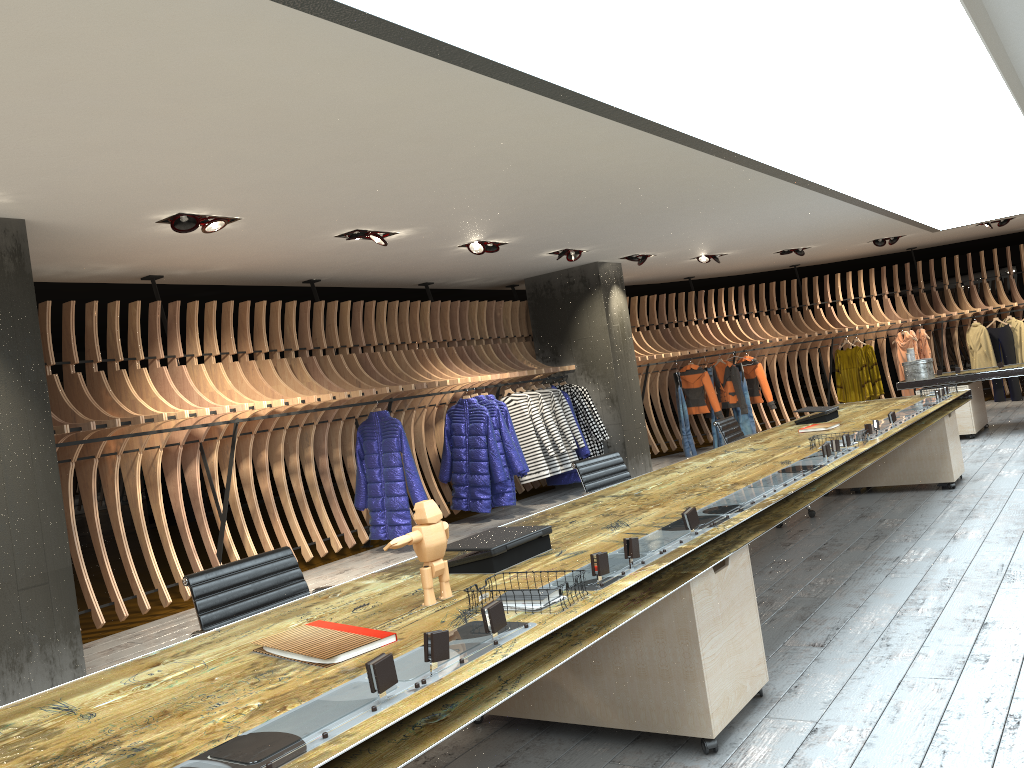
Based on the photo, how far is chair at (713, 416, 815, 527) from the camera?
7.1 meters

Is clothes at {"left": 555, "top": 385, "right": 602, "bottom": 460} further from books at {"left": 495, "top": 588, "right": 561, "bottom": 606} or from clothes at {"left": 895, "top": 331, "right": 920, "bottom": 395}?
books at {"left": 495, "top": 588, "right": 561, "bottom": 606}

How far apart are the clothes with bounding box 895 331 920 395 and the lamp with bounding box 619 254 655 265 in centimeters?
583cm

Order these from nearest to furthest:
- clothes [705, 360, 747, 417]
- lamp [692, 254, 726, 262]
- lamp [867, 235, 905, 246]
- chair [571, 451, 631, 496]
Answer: chair [571, 451, 631, 496] → lamp [692, 254, 726, 262] → lamp [867, 235, 905, 246] → clothes [705, 360, 747, 417]

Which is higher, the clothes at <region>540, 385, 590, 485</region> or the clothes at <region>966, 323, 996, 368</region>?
the clothes at <region>966, 323, 996, 368</region>

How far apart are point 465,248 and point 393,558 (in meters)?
3.02

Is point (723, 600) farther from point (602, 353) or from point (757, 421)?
point (757, 421)

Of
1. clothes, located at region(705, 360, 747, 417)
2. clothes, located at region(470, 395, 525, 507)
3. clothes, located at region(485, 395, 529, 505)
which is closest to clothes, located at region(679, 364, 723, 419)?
clothes, located at region(705, 360, 747, 417)

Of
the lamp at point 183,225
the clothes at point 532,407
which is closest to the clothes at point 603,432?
the clothes at point 532,407

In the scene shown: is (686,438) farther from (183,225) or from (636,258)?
(183,225)
